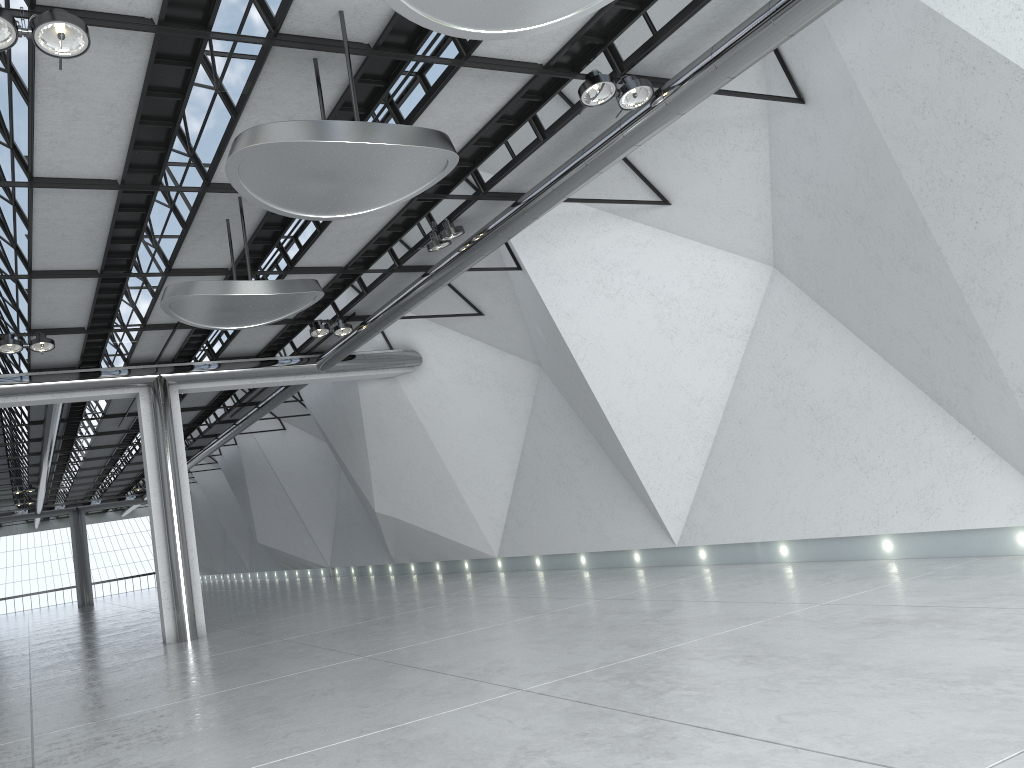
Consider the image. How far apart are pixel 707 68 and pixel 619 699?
30.9m

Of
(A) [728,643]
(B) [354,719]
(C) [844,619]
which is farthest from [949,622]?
(B) [354,719]
